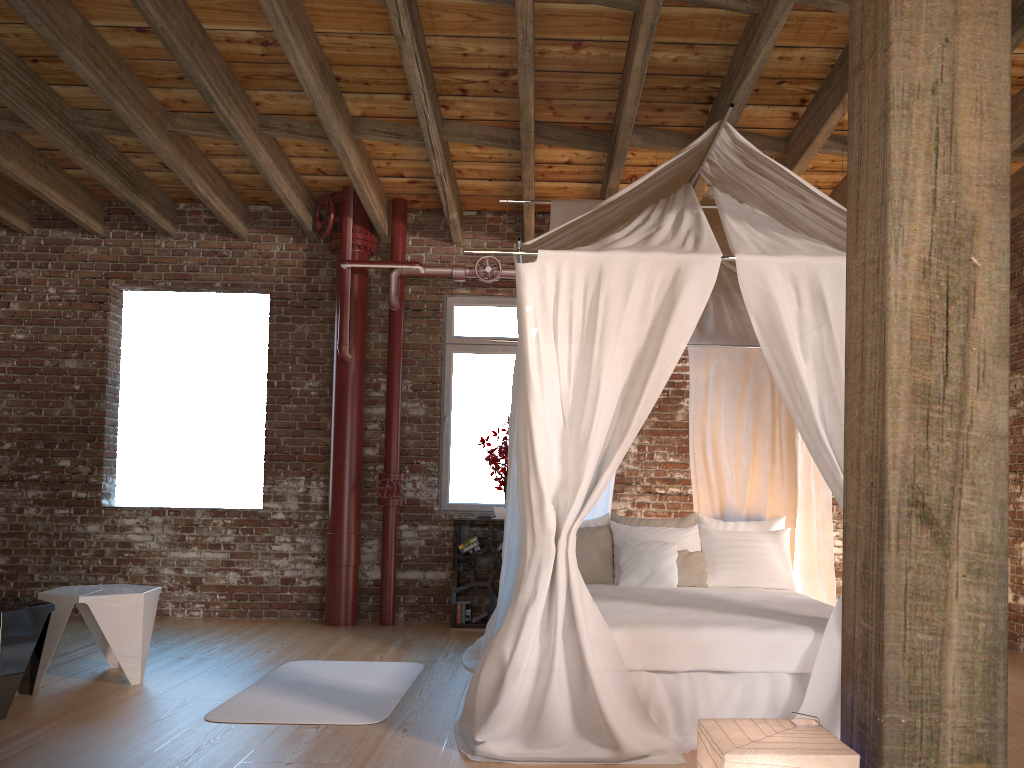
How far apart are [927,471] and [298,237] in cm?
628

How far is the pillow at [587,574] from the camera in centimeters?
545cm

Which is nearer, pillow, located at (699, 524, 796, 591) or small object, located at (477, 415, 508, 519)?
pillow, located at (699, 524, 796, 591)

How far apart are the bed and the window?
1.5 meters

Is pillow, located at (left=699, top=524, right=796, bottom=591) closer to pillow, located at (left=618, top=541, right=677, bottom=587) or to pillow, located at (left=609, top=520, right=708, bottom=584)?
pillow, located at (left=609, top=520, right=708, bottom=584)

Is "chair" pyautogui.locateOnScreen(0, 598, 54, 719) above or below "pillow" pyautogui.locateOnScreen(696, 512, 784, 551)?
below

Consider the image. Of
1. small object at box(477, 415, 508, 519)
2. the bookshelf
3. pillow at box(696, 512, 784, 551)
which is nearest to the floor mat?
the bookshelf

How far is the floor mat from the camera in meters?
4.1 m

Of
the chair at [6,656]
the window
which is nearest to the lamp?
the chair at [6,656]

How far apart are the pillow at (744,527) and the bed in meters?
0.1 m
